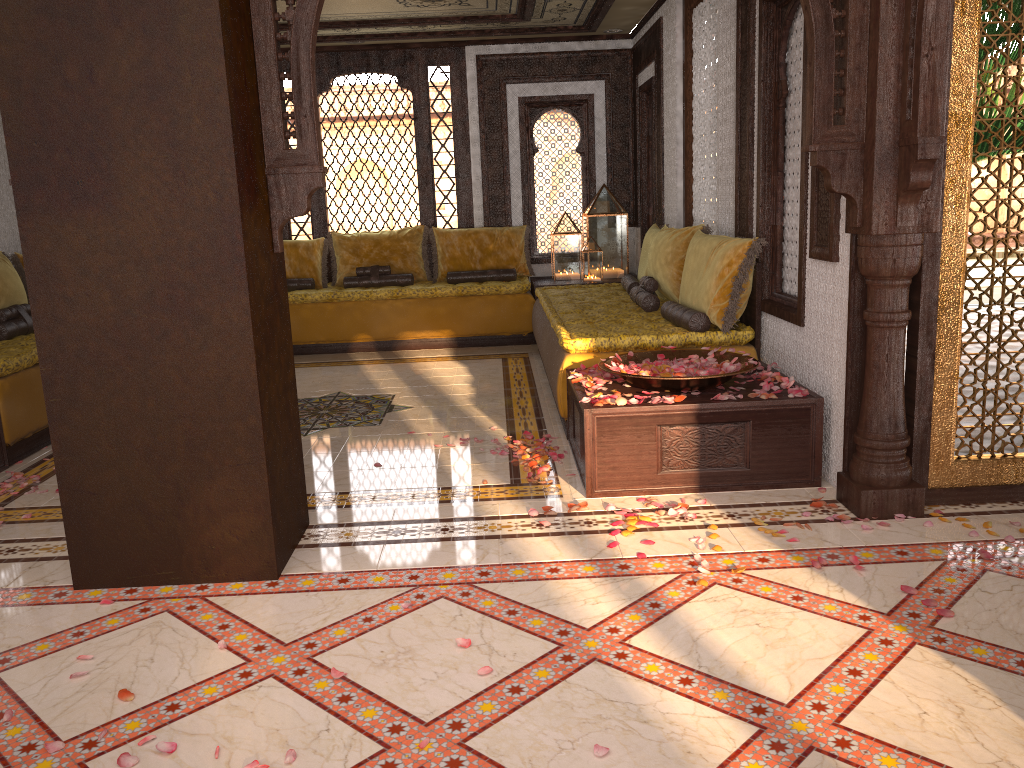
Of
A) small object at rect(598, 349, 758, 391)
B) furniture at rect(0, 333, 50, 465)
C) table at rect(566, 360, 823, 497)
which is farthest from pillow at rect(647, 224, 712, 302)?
furniture at rect(0, 333, 50, 465)

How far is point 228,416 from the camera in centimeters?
306cm

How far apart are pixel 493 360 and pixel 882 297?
4.30m

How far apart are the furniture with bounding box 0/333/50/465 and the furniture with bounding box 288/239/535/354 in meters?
2.4 m

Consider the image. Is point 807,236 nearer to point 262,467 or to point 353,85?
point 262,467

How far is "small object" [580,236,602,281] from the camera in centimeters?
825cm

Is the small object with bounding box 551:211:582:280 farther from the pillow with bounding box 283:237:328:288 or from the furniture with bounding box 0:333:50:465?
the furniture with bounding box 0:333:50:465

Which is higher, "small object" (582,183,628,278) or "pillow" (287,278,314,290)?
"small object" (582,183,628,278)

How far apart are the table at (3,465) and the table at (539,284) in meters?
4.6 m

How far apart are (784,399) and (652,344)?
1.0m
